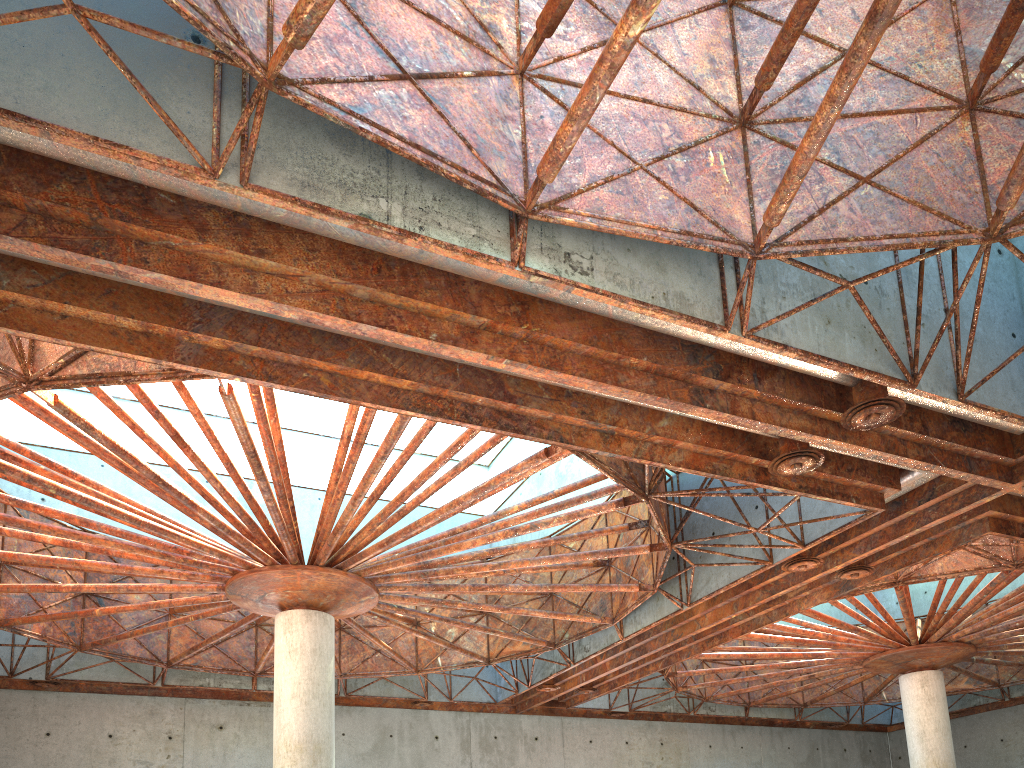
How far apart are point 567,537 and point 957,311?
15.68m

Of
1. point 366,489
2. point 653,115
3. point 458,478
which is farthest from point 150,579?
point 653,115
